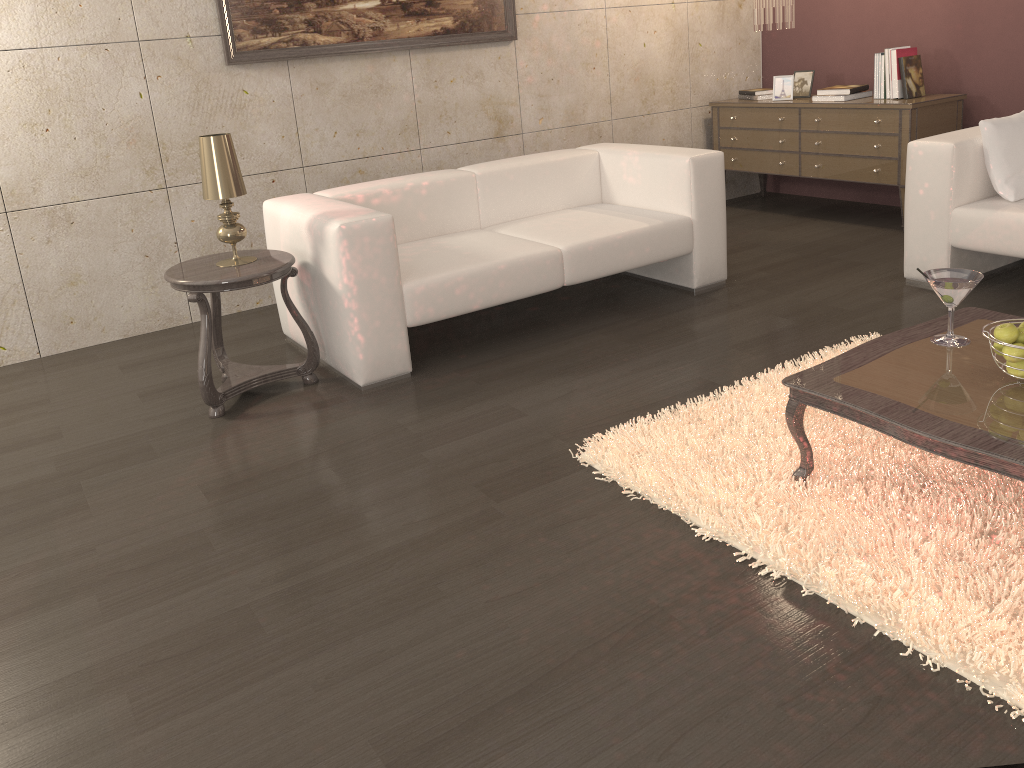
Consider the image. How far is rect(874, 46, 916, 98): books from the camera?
4.91m

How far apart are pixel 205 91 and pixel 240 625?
3.03m

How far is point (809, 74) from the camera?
5.6m

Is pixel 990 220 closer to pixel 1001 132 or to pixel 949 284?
pixel 1001 132

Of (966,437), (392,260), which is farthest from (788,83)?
(966,437)

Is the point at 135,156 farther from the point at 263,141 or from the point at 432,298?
the point at 432,298

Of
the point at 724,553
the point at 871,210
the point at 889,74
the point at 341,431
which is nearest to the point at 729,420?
the point at 724,553

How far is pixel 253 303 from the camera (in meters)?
4.64

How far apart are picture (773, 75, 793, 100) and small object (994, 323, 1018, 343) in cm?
379

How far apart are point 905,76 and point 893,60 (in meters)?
0.11
